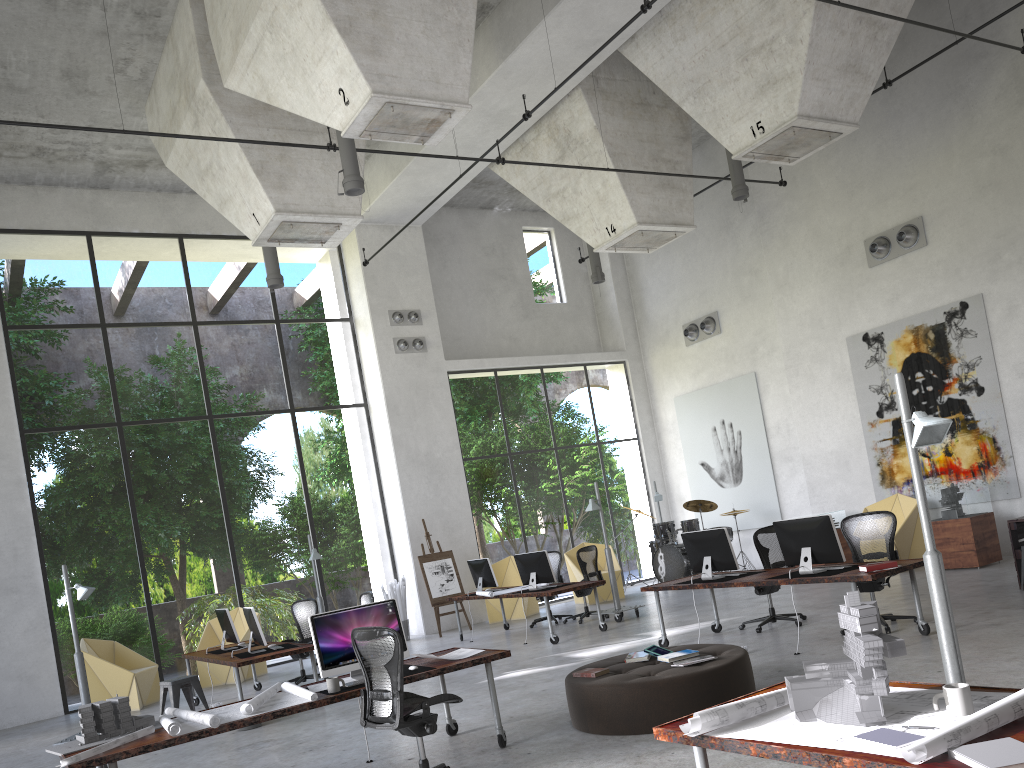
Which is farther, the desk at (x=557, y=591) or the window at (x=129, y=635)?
the window at (x=129, y=635)

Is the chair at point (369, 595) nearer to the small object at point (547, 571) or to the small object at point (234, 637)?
the small object at point (234, 637)

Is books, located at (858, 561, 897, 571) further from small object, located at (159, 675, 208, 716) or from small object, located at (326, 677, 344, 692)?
small object, located at (159, 675, 208, 716)

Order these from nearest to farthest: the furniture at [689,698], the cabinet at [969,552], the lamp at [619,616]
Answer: A: the furniture at [689,698] < the cabinet at [969,552] < the lamp at [619,616]

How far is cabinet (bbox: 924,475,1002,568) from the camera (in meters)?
12.00

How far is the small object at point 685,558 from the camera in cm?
1609

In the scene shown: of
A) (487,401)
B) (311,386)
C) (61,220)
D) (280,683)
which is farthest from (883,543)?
(311,386)

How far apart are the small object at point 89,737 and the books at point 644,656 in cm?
351

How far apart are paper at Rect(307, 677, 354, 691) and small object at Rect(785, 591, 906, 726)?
4.0m

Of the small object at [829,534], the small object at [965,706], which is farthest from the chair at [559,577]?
the small object at [965,706]
